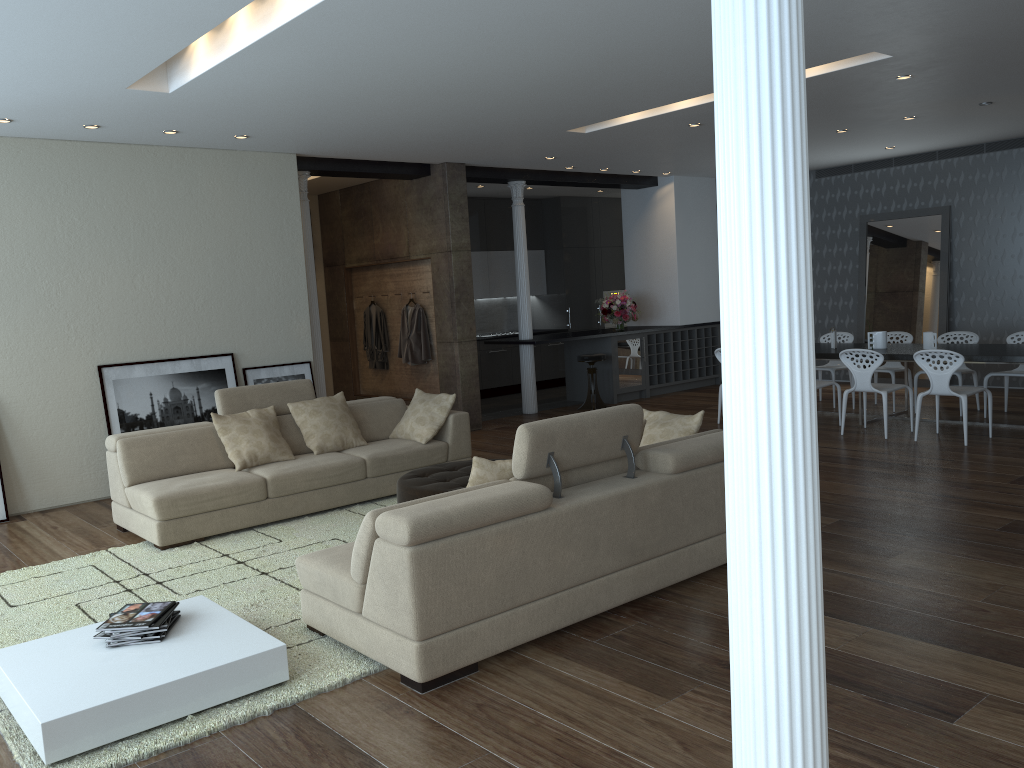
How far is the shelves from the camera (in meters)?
12.22

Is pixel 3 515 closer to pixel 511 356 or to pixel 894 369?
pixel 511 356

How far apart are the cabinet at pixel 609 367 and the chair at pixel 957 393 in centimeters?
440cm

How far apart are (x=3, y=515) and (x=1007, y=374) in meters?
9.1

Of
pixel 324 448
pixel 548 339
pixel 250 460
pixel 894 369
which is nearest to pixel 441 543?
pixel 250 460

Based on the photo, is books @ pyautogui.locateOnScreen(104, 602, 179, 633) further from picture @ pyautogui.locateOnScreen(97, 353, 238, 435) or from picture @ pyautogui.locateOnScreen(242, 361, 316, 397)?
picture @ pyautogui.locateOnScreen(242, 361, 316, 397)

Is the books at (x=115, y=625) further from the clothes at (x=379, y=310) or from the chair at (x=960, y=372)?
the chair at (x=960, y=372)

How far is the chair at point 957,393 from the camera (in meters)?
7.62

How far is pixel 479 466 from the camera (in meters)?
4.09

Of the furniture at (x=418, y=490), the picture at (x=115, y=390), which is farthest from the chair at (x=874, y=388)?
the picture at (x=115, y=390)
